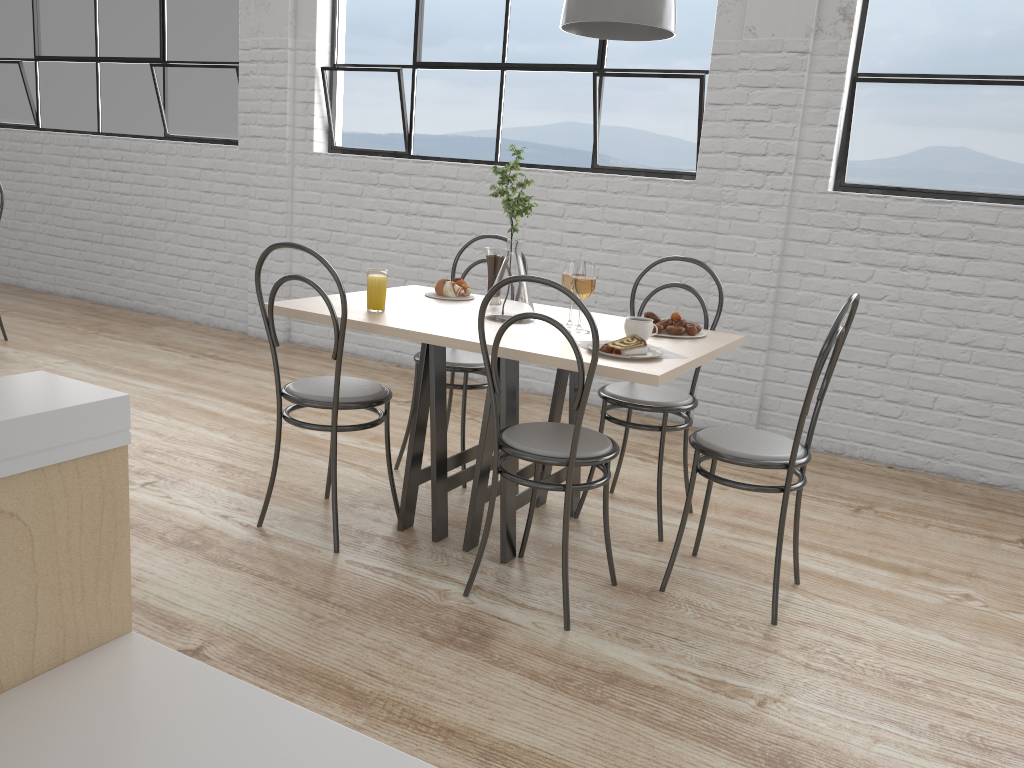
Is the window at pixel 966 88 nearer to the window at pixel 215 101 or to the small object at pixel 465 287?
the small object at pixel 465 287

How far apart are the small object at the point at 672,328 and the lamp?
0.64m

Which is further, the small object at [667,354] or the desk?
the small object at [667,354]

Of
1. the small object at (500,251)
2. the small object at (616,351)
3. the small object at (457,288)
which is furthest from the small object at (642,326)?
the small object at (457,288)

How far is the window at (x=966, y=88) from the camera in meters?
2.8 m

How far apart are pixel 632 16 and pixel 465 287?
0.9m

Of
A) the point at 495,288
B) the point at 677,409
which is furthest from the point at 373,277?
the point at 677,409

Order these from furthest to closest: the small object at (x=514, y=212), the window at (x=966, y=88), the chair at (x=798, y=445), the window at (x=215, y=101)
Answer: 1. the window at (x=215, y=101)
2. the window at (x=966, y=88)
3. the small object at (x=514, y=212)
4. the chair at (x=798, y=445)

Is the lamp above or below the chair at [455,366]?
above

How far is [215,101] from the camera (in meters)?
4.34
